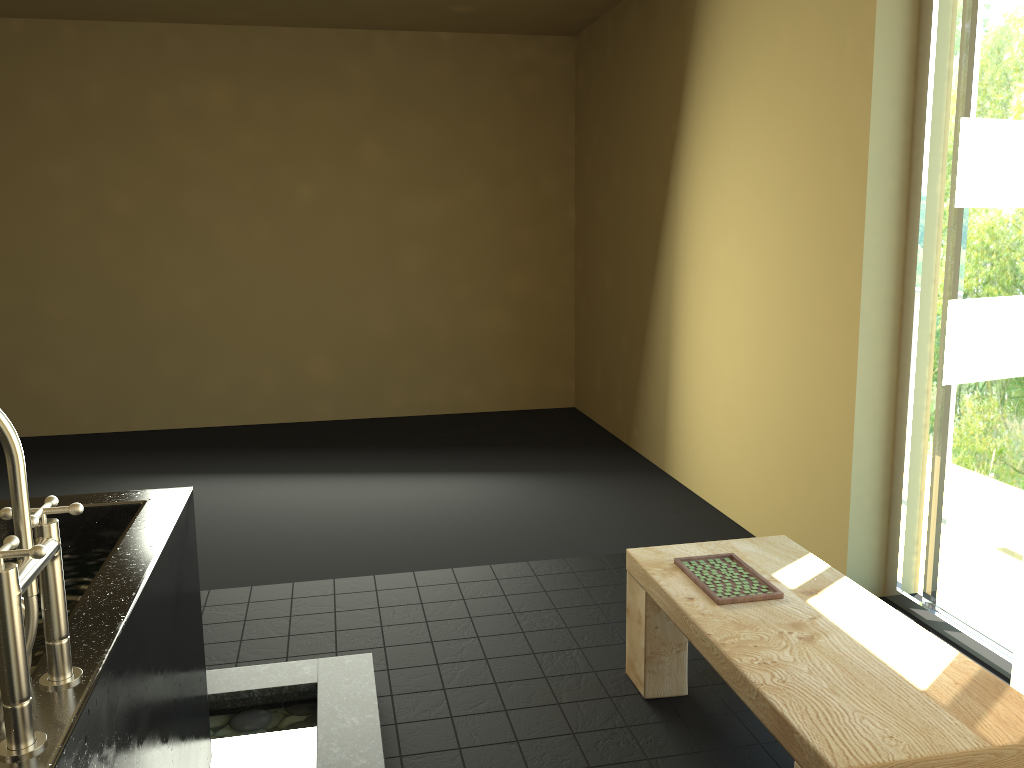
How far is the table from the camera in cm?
166

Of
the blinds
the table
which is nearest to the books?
the table

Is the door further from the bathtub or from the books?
the bathtub

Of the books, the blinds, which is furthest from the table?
the blinds

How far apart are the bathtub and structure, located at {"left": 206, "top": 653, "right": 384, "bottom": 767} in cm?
10

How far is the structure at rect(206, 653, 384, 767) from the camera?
2.3m

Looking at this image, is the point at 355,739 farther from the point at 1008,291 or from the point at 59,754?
the point at 1008,291

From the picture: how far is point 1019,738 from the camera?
1.7 meters

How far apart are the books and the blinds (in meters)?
0.66

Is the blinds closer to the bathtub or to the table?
the table
